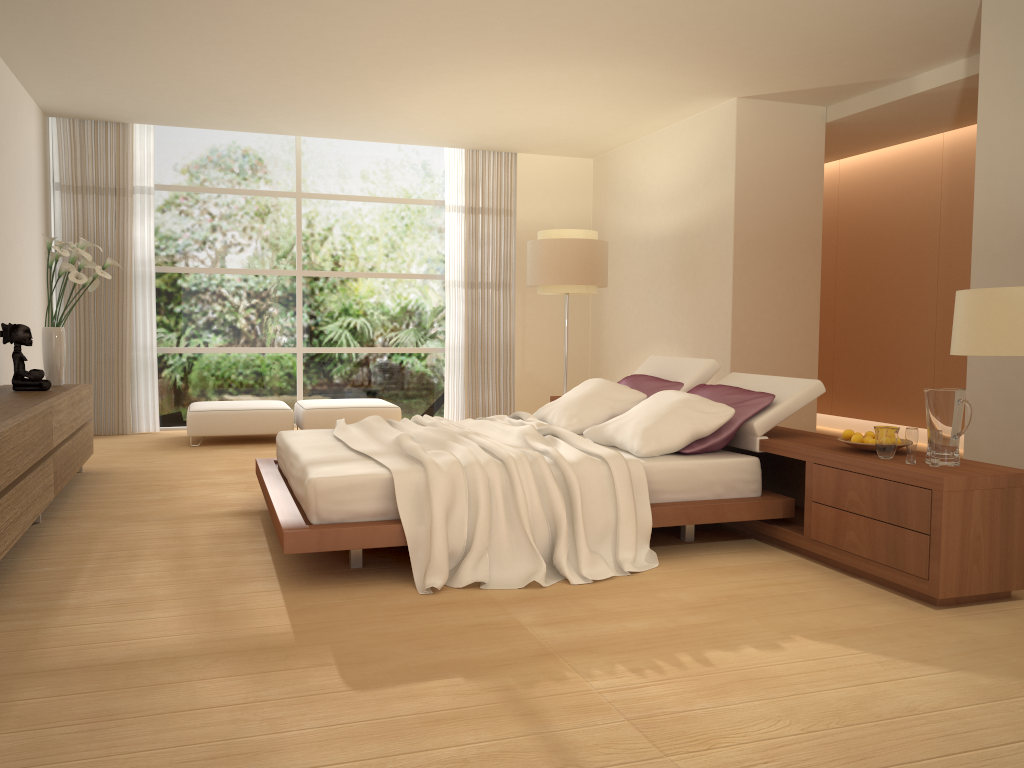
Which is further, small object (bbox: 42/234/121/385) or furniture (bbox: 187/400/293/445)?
furniture (bbox: 187/400/293/445)

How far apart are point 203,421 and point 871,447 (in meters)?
6.01

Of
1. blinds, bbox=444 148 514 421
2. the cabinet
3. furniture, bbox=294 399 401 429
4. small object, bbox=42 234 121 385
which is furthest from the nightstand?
blinds, bbox=444 148 514 421

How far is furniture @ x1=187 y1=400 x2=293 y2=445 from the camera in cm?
810

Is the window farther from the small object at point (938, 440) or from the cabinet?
the small object at point (938, 440)

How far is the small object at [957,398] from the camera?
3.74m

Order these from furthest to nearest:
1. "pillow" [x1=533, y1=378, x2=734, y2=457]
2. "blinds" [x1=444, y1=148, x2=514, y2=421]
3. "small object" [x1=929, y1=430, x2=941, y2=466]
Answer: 1. "blinds" [x1=444, y1=148, x2=514, y2=421]
2. "pillow" [x1=533, y1=378, x2=734, y2=457]
3. "small object" [x1=929, y1=430, x2=941, y2=466]

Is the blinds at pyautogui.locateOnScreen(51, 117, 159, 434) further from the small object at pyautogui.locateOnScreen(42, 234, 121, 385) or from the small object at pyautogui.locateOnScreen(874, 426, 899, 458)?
the small object at pyautogui.locateOnScreen(874, 426, 899, 458)

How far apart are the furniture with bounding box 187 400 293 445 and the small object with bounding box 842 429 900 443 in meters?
5.5

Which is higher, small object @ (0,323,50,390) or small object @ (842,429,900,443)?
small object @ (0,323,50,390)
